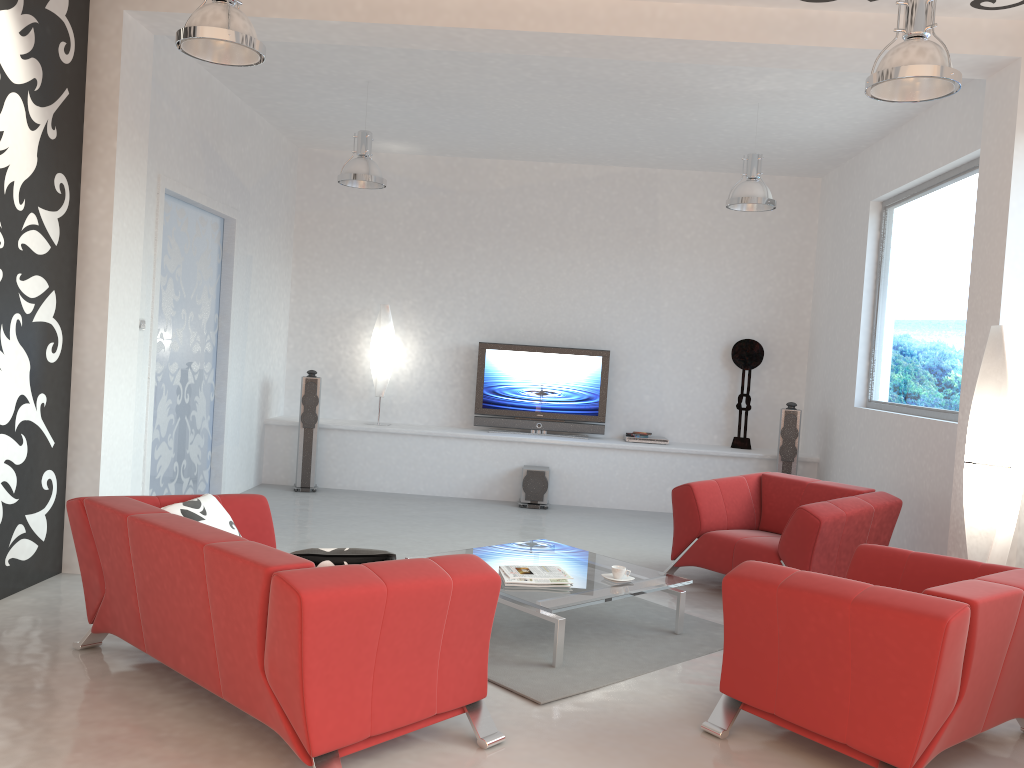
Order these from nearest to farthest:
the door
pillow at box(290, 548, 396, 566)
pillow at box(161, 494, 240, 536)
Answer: pillow at box(290, 548, 396, 566) < pillow at box(161, 494, 240, 536) < the door

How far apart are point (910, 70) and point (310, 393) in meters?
6.2 m

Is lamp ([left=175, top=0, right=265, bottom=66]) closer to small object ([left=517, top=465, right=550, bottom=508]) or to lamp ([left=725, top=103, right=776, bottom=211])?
lamp ([left=725, top=103, right=776, bottom=211])

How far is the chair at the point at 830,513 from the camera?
5.22m

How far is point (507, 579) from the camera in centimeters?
450cm

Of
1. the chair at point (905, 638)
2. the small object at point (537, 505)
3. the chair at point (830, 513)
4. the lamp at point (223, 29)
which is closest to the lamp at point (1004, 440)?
the chair at point (830, 513)

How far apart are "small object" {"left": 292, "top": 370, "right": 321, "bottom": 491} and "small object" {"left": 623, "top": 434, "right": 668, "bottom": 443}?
3.3m

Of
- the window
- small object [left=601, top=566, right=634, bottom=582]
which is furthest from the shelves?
small object [left=601, top=566, right=634, bottom=582]

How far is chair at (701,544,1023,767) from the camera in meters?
3.0 m

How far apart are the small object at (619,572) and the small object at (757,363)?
4.6 meters
